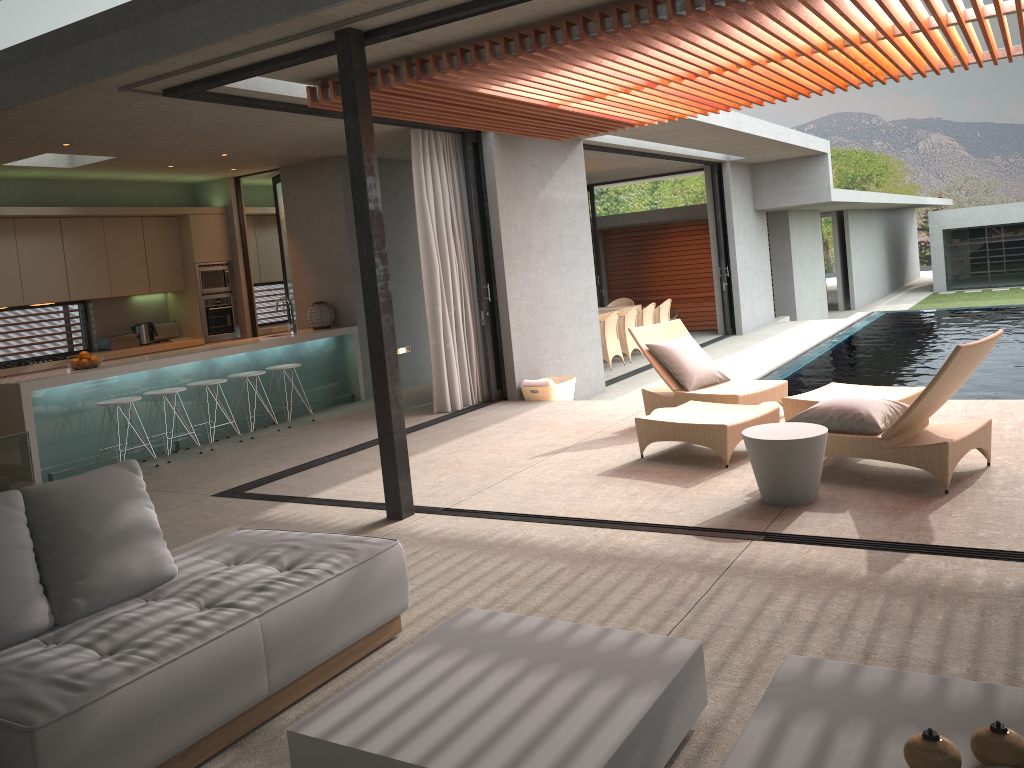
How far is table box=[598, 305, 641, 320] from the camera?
14.8 meters

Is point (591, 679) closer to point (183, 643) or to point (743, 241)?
point (183, 643)

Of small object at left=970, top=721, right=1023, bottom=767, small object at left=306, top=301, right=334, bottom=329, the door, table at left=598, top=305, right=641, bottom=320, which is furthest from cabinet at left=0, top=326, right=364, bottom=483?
small object at left=970, top=721, right=1023, bottom=767

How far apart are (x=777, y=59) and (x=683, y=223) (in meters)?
15.35

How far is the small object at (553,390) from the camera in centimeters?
946cm

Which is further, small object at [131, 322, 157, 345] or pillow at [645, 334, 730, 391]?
small object at [131, 322, 157, 345]

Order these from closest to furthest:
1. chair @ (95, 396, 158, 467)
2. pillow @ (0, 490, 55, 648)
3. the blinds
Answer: pillow @ (0, 490, 55, 648) < chair @ (95, 396, 158, 467) < the blinds

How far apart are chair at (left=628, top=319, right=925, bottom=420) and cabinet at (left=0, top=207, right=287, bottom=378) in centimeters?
605cm

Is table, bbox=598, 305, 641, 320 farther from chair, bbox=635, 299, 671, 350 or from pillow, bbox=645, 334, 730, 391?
pillow, bbox=645, 334, 730, 391

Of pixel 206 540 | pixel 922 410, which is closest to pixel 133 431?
pixel 206 540
